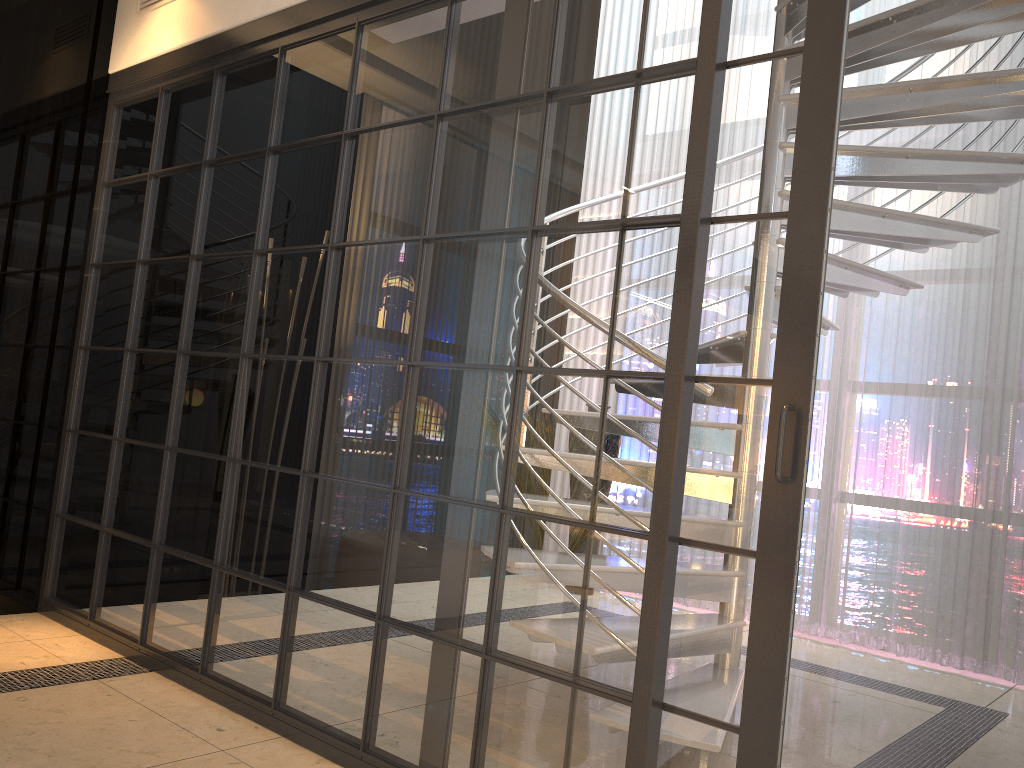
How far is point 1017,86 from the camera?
2.9m

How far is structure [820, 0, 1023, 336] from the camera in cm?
292
